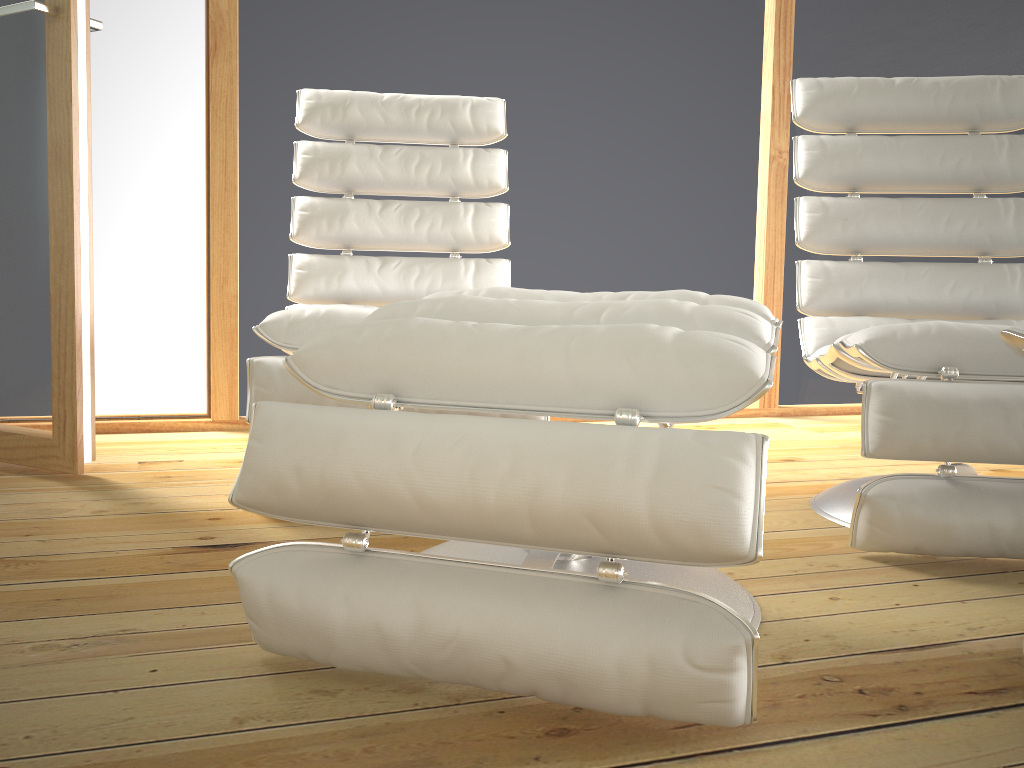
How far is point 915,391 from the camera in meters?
1.4

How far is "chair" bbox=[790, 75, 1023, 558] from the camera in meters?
1.4

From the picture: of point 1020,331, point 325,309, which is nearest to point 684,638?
point 1020,331

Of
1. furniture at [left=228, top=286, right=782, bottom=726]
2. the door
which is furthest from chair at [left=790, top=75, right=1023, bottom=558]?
the door

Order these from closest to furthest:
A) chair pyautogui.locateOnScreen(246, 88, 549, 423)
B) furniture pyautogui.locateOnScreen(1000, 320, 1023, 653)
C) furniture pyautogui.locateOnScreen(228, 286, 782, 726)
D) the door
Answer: furniture pyautogui.locateOnScreen(228, 286, 782, 726) < furniture pyautogui.locateOnScreen(1000, 320, 1023, 653) < chair pyautogui.locateOnScreen(246, 88, 549, 423) < the door

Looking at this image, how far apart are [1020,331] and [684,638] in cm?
56

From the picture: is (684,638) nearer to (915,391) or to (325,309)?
(915,391)

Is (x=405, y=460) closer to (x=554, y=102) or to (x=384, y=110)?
(x=384, y=110)

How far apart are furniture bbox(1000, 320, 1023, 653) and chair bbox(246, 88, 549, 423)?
1.08m

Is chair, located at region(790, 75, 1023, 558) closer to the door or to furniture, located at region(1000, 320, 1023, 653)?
furniture, located at region(1000, 320, 1023, 653)
